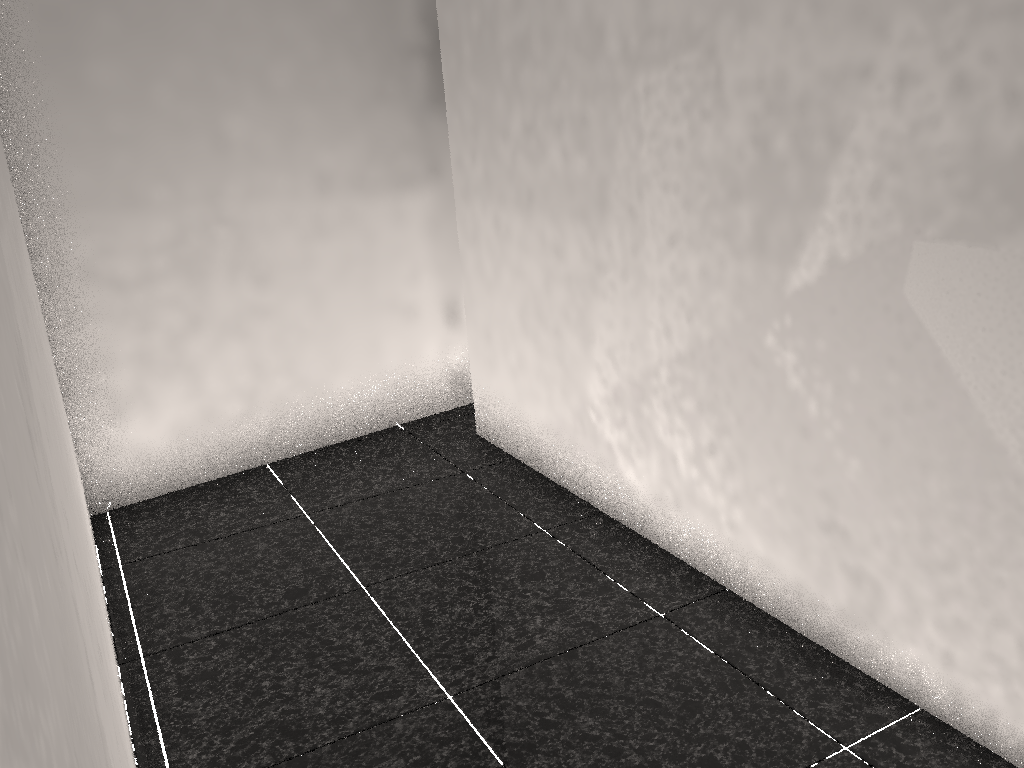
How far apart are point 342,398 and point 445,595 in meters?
1.4 m

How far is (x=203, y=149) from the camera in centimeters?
316cm
